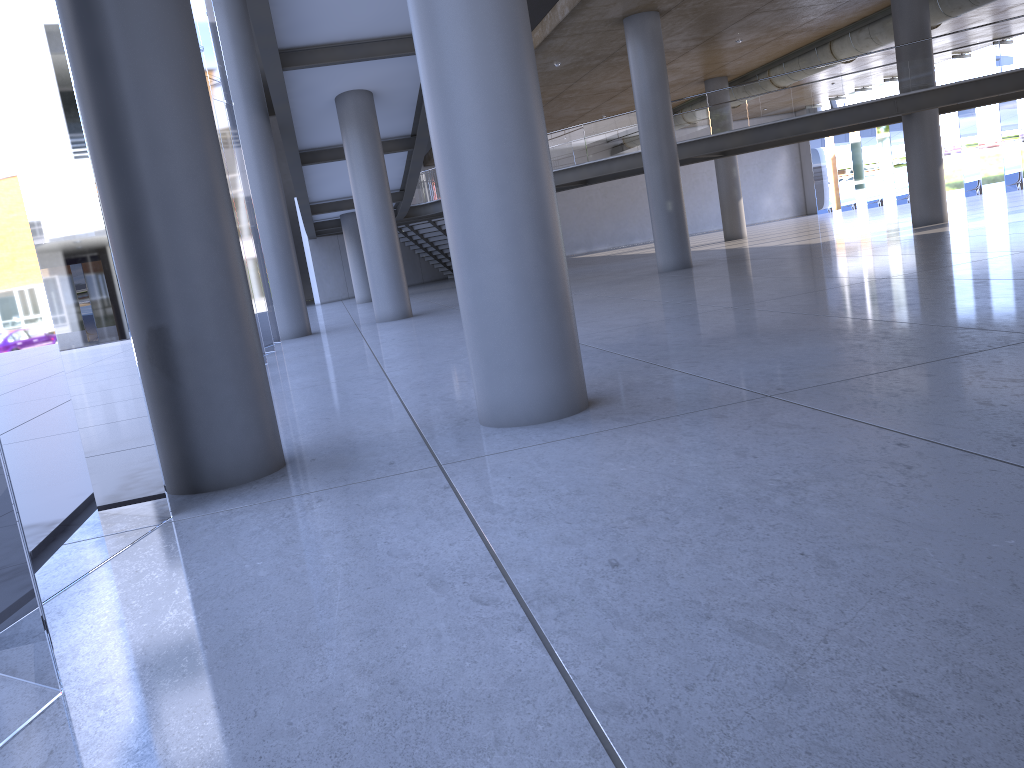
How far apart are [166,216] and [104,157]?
0.50m

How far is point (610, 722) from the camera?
2.3m
